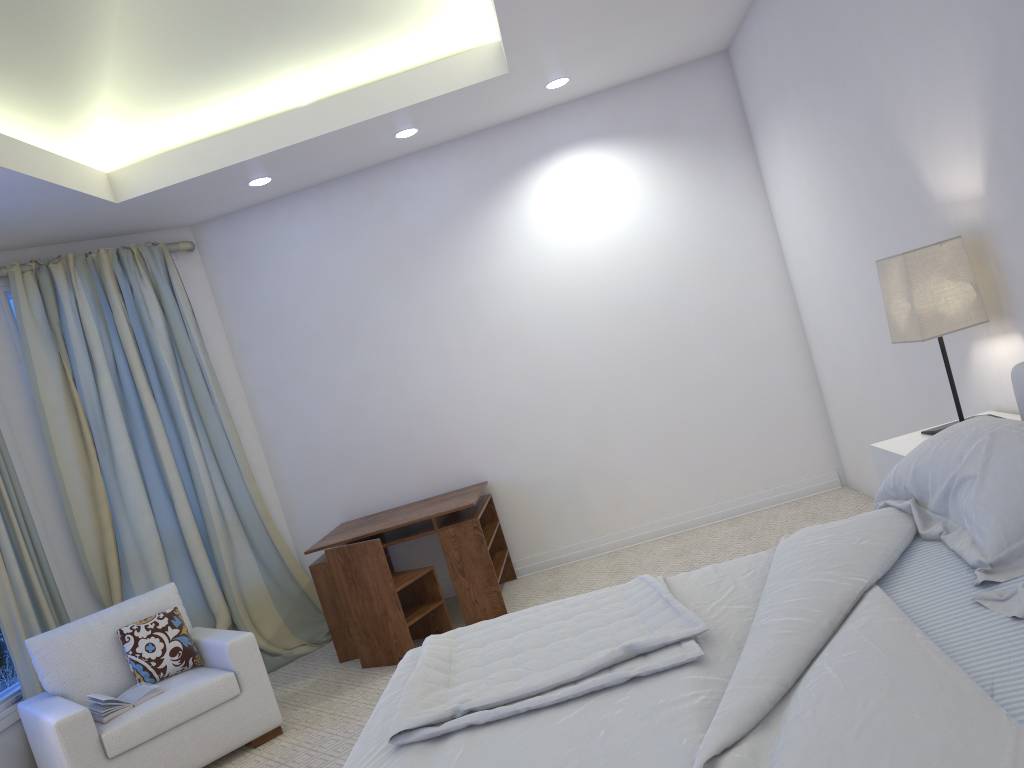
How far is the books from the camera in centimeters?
331cm

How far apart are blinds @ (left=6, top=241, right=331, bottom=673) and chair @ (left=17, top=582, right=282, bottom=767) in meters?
0.7 m

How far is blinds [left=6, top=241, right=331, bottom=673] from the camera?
4.5 meters

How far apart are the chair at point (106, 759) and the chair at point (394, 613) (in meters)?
0.60

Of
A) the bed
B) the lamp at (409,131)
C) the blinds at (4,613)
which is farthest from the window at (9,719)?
the lamp at (409,131)

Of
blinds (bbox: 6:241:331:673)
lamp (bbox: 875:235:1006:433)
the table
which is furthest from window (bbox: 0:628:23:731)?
lamp (bbox: 875:235:1006:433)

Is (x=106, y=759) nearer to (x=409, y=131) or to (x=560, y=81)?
(x=409, y=131)

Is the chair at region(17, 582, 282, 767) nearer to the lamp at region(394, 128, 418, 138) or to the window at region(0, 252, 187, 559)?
the window at region(0, 252, 187, 559)

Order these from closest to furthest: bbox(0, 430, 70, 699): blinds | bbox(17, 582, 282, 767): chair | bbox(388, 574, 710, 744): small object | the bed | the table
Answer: the bed < bbox(388, 574, 710, 744): small object < bbox(17, 582, 282, 767): chair < bbox(0, 430, 70, 699): blinds < the table

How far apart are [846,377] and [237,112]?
3.3 meters
